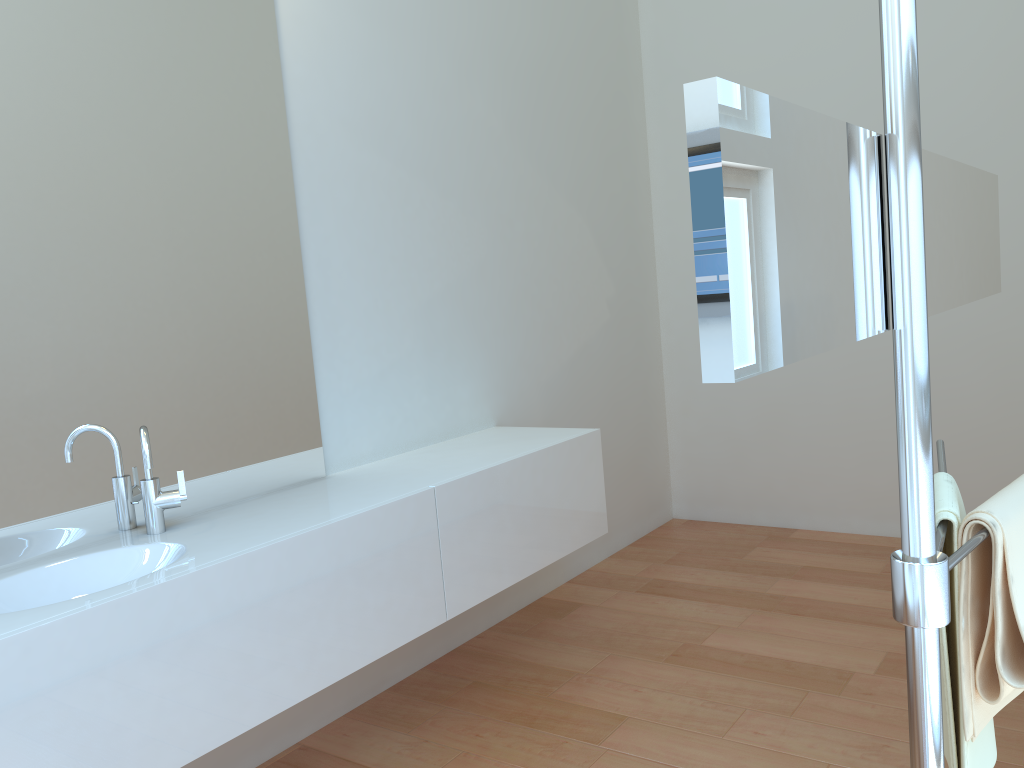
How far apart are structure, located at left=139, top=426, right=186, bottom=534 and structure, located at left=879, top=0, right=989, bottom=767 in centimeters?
162cm

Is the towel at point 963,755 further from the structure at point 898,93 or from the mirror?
the mirror

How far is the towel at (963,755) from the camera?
1.0m

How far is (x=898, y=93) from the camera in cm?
74

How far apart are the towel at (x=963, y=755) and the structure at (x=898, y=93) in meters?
0.0 m

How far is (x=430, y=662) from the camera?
3.07m

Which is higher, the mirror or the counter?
the mirror

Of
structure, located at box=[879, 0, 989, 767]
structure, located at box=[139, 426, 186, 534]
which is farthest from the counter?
structure, located at box=[879, 0, 989, 767]

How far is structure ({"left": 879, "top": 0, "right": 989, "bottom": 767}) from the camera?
0.7 meters

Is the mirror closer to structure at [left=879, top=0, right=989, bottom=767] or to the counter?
structure at [left=879, top=0, right=989, bottom=767]
